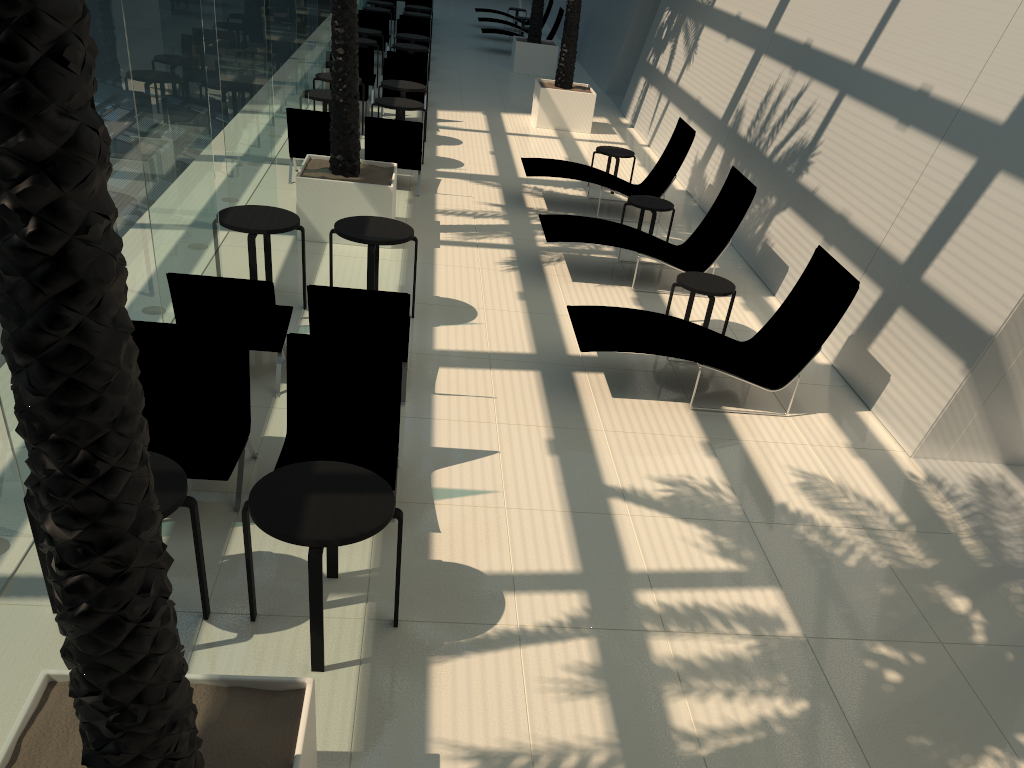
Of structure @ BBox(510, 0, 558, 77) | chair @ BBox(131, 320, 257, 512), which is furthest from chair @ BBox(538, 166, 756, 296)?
structure @ BBox(510, 0, 558, 77)

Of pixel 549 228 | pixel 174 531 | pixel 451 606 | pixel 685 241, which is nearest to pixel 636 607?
pixel 451 606

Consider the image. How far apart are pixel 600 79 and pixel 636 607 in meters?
19.0

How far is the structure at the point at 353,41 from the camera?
9.3 meters

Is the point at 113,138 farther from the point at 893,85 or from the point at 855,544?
the point at 893,85

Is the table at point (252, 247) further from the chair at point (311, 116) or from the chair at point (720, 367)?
the chair at point (311, 116)

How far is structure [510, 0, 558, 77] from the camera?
21.6m

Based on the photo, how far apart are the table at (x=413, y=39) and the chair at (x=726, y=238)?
10.7m

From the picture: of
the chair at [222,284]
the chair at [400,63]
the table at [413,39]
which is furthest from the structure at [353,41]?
the table at [413,39]

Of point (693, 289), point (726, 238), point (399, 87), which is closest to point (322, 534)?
point (693, 289)
